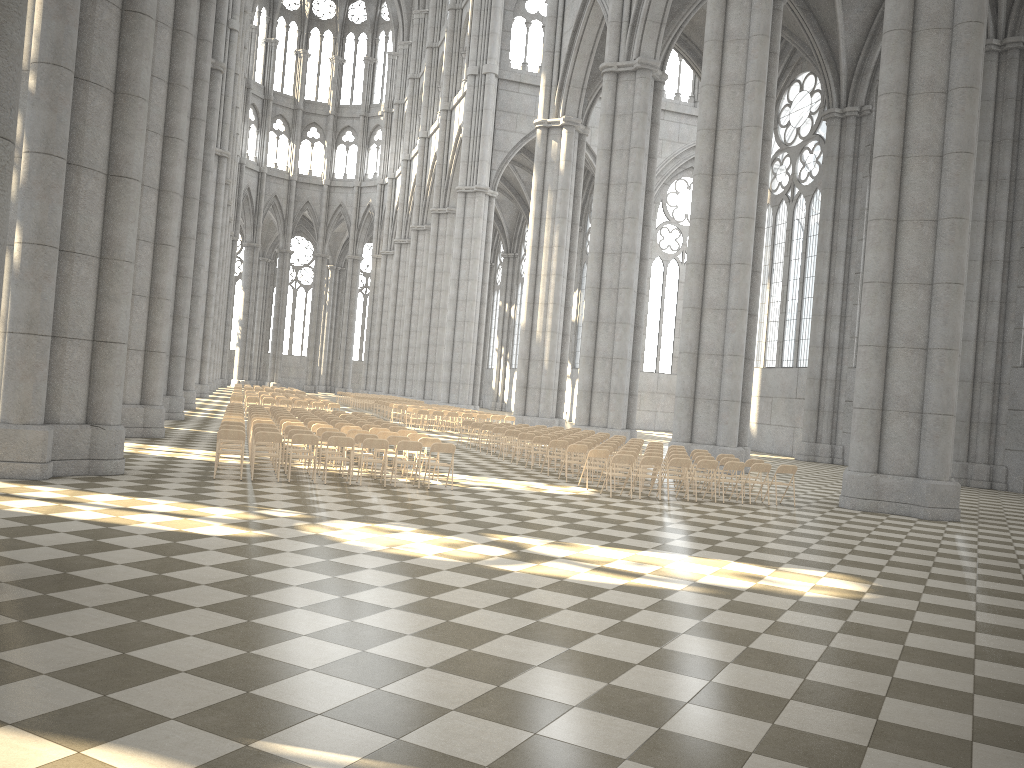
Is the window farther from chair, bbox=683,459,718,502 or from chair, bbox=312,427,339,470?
chair, bbox=312,427,339,470

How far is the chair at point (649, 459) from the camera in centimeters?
1645cm

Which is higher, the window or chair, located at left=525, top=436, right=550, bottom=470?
the window

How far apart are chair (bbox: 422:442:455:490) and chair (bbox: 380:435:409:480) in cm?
121

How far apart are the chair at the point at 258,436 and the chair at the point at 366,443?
1.4 meters

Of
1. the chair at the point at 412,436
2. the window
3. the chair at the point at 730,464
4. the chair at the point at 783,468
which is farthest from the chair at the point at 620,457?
the window

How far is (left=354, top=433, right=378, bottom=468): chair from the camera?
16.0m

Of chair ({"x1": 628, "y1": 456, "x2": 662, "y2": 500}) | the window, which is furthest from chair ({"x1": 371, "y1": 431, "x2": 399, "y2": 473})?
the window

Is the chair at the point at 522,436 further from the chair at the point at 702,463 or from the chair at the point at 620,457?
the chair at the point at 702,463

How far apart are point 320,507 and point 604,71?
25.2 meters
